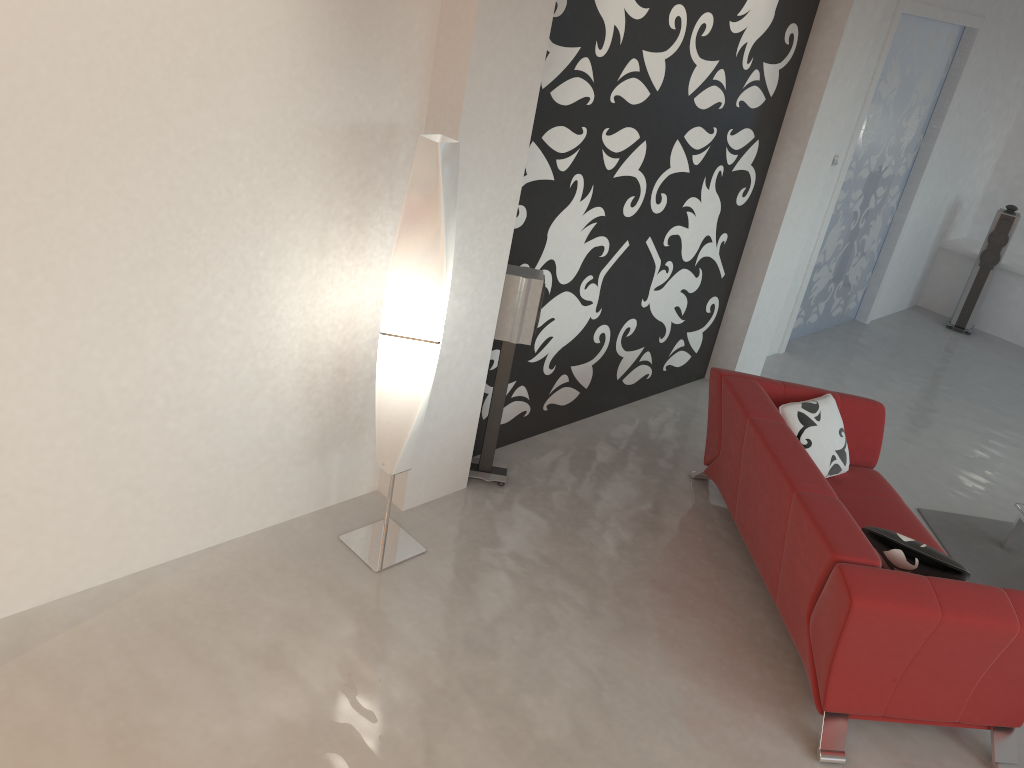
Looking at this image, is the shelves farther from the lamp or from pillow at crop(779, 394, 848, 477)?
the lamp

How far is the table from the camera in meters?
4.7

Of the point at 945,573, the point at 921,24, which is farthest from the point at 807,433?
the point at 921,24

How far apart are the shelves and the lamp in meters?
6.6

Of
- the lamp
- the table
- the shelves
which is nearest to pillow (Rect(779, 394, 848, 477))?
the table

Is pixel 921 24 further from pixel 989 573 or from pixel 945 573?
pixel 945 573

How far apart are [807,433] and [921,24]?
3.79m

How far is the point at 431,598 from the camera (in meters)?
3.64

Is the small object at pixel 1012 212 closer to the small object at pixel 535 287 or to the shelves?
the shelves

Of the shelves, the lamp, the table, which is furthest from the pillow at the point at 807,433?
the shelves
